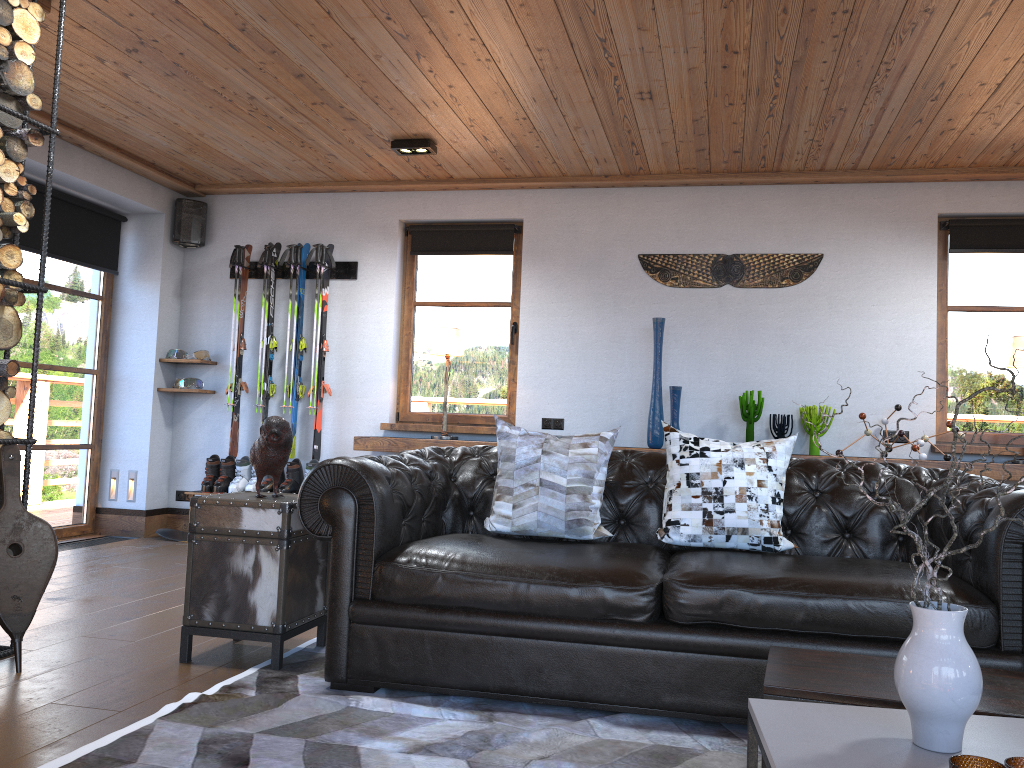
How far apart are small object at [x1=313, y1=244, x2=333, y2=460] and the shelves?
0.50m

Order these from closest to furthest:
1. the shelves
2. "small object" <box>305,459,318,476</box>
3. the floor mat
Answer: the floor mat < the shelves < "small object" <box>305,459,318,476</box>

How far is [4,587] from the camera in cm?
314

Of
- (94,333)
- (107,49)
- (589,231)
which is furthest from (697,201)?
(94,333)

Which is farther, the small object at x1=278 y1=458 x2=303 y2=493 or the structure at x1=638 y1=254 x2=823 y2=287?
the small object at x1=278 y1=458 x2=303 y2=493

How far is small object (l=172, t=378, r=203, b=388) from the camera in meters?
6.7

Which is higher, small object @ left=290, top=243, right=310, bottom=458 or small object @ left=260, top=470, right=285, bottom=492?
small object @ left=290, top=243, right=310, bottom=458

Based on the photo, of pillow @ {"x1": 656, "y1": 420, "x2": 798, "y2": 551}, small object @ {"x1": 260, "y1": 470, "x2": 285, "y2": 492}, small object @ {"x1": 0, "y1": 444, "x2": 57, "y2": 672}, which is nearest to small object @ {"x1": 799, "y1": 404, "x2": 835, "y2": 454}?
pillow @ {"x1": 656, "y1": 420, "x2": 798, "y2": 551}

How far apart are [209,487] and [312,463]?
0.8m

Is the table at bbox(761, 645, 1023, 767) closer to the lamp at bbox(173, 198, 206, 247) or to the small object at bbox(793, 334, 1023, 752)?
the small object at bbox(793, 334, 1023, 752)
